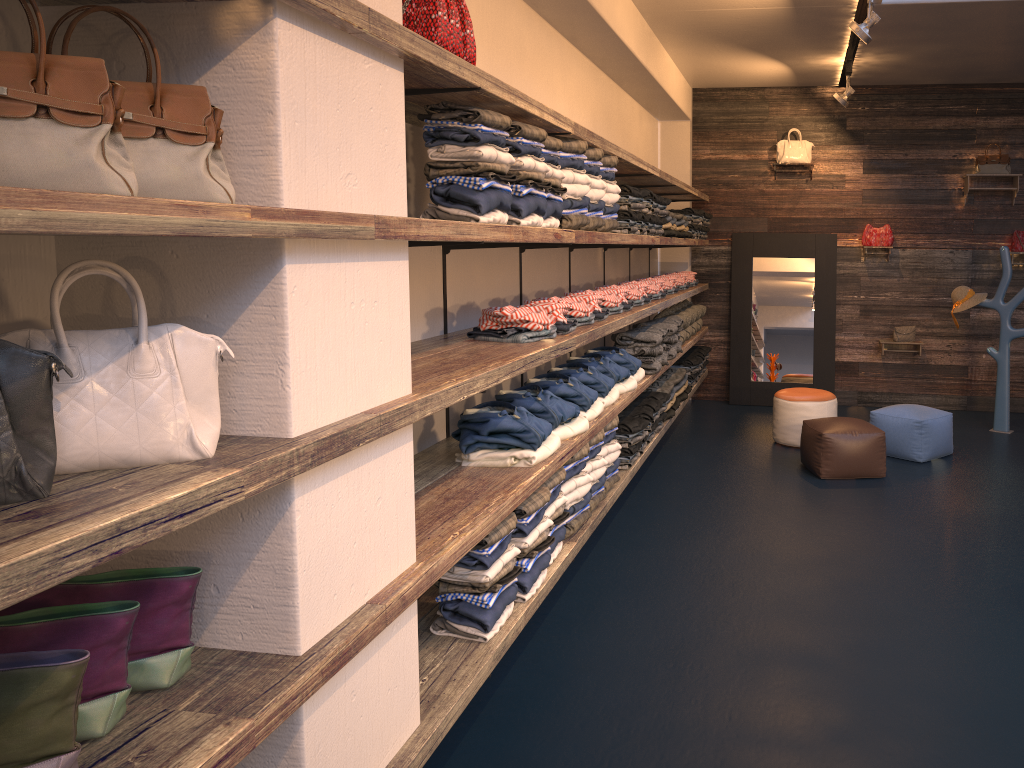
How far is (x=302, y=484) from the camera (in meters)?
2.00

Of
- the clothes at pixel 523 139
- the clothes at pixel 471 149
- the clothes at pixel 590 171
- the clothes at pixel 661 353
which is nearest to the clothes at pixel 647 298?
the clothes at pixel 661 353

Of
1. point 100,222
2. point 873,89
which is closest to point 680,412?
point 873,89

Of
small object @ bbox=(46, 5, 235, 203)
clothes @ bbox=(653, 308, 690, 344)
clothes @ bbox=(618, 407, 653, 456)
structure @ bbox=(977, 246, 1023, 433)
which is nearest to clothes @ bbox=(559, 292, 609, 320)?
clothes @ bbox=(618, 407, 653, 456)

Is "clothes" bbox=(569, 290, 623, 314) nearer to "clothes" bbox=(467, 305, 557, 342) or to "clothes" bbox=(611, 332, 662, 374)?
"clothes" bbox=(611, 332, 662, 374)

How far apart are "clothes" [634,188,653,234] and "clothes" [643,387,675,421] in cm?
179

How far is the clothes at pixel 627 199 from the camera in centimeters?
507cm

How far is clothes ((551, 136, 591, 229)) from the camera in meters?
3.9

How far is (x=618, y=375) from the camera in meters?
5.2

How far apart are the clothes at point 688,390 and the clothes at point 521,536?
4.5m
